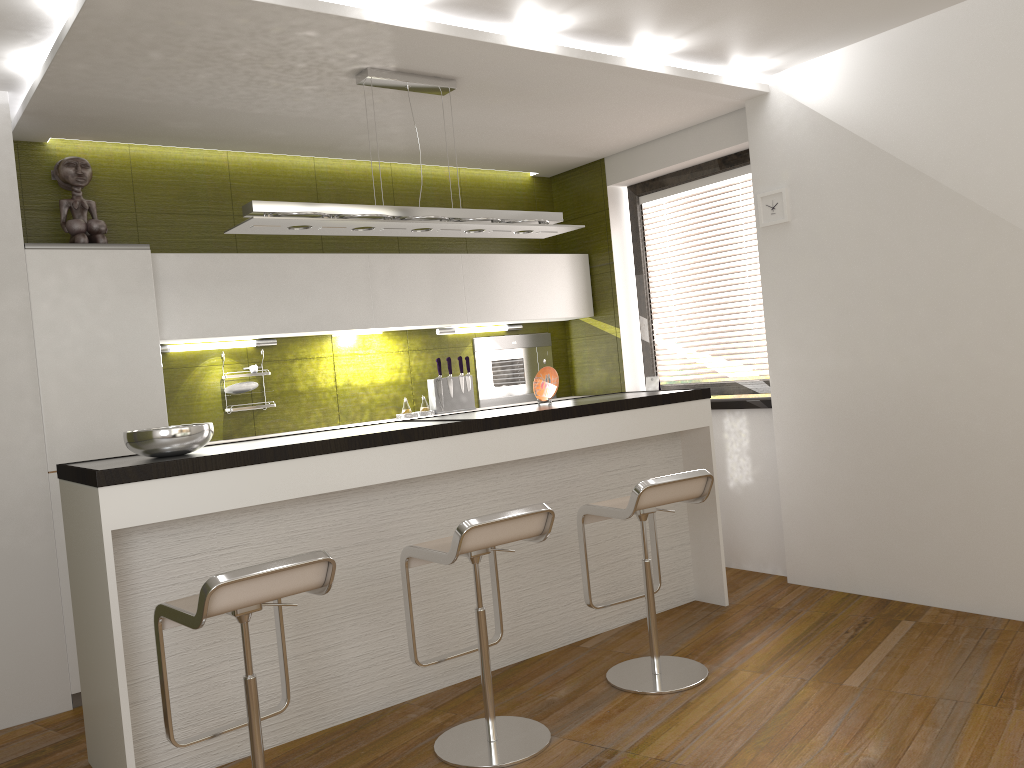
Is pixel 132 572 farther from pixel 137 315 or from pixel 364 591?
pixel 137 315

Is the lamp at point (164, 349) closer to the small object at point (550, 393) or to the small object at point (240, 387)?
the small object at point (240, 387)

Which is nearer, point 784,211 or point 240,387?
point 784,211

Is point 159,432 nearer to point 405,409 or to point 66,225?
point 66,225

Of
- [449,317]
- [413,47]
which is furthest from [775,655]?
[413,47]

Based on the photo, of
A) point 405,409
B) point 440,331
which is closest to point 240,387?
point 405,409

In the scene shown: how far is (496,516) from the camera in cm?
295

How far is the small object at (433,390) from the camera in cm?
555

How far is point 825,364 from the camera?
4.6 meters

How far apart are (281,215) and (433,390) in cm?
221
